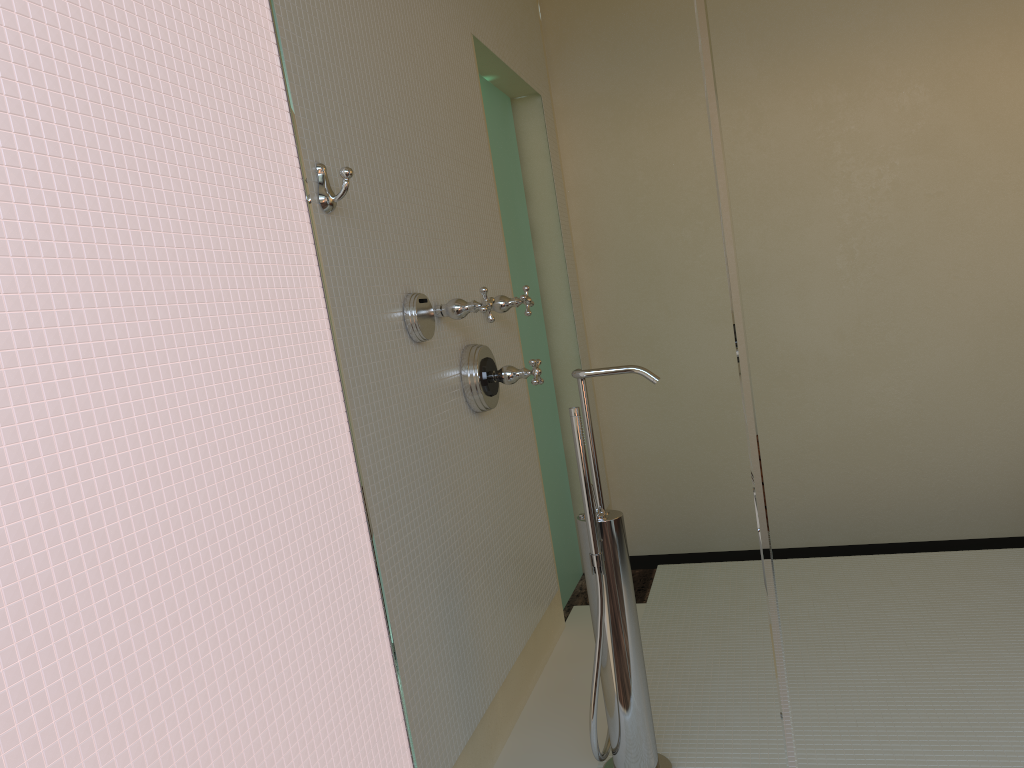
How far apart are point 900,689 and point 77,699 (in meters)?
1.16
